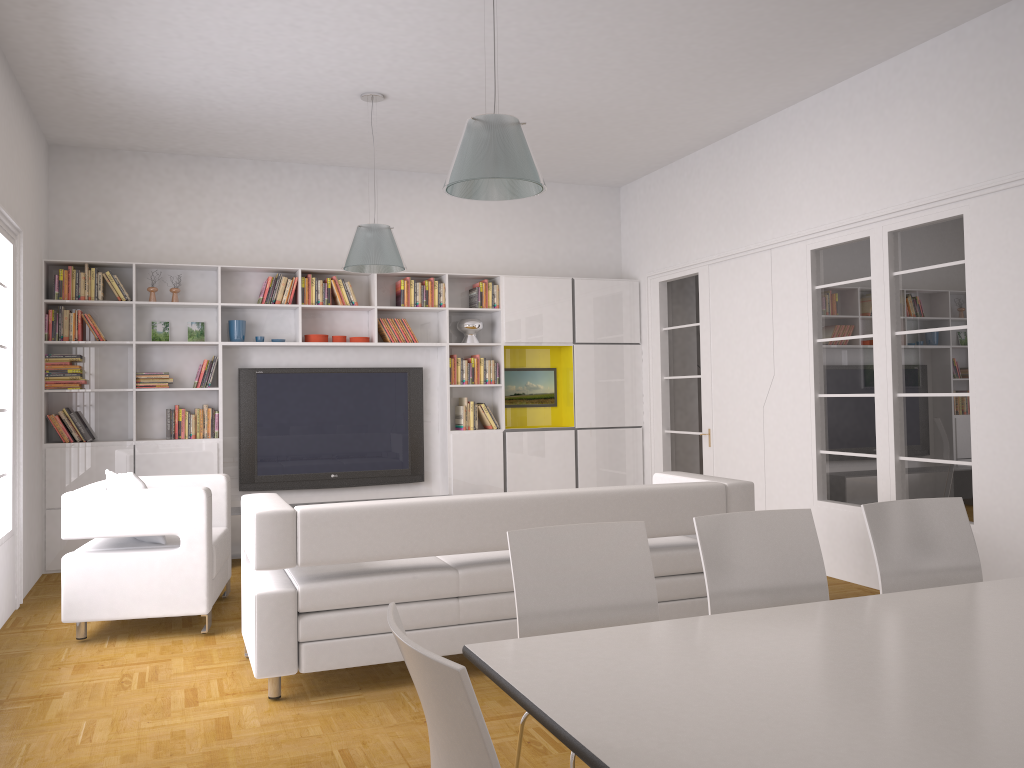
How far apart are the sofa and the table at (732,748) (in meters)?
1.92

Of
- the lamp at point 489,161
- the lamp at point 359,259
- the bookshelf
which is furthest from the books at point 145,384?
the lamp at point 489,161

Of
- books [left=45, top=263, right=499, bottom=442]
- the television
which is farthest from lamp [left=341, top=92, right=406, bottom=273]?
the television

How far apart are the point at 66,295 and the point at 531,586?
5.89m

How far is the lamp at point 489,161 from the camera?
3.72m

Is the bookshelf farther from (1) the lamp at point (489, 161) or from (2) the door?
(1) the lamp at point (489, 161)

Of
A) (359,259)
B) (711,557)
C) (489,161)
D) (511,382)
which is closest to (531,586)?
(711,557)

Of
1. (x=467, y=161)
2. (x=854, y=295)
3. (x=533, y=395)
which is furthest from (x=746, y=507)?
(x=533, y=395)

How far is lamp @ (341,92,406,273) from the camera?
6.1m

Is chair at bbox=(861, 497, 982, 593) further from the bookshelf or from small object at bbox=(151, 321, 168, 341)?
small object at bbox=(151, 321, 168, 341)
